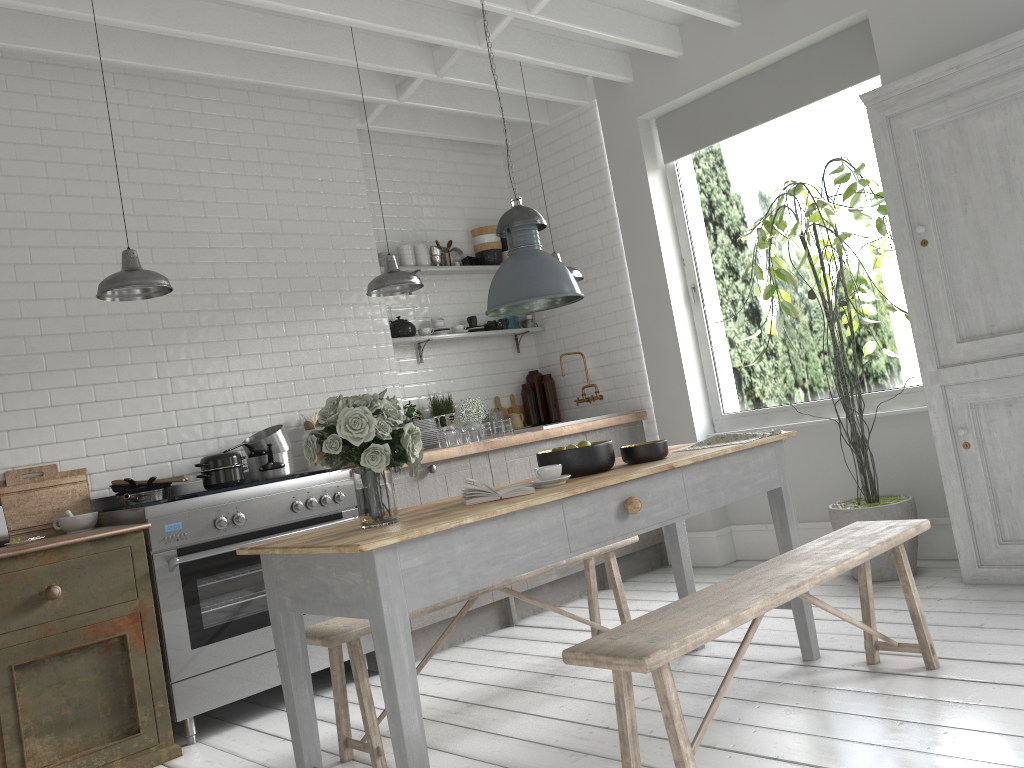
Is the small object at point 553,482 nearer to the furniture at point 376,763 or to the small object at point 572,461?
the small object at point 572,461

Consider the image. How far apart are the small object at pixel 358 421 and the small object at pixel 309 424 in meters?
0.6 m

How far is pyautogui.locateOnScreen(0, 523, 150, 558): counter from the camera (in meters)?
4.32

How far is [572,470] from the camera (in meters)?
3.94

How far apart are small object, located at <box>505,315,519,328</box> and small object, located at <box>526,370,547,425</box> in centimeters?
49cm

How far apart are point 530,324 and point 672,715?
5.7m

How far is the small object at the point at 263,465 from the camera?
5.9m

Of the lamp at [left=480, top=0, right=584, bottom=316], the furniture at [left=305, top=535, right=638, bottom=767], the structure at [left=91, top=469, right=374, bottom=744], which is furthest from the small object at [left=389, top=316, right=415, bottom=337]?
the lamp at [left=480, top=0, right=584, bottom=316]

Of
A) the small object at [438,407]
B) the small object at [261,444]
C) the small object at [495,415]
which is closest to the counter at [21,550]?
the small object at [261,444]

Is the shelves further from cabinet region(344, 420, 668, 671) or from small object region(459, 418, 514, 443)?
cabinet region(344, 420, 668, 671)
